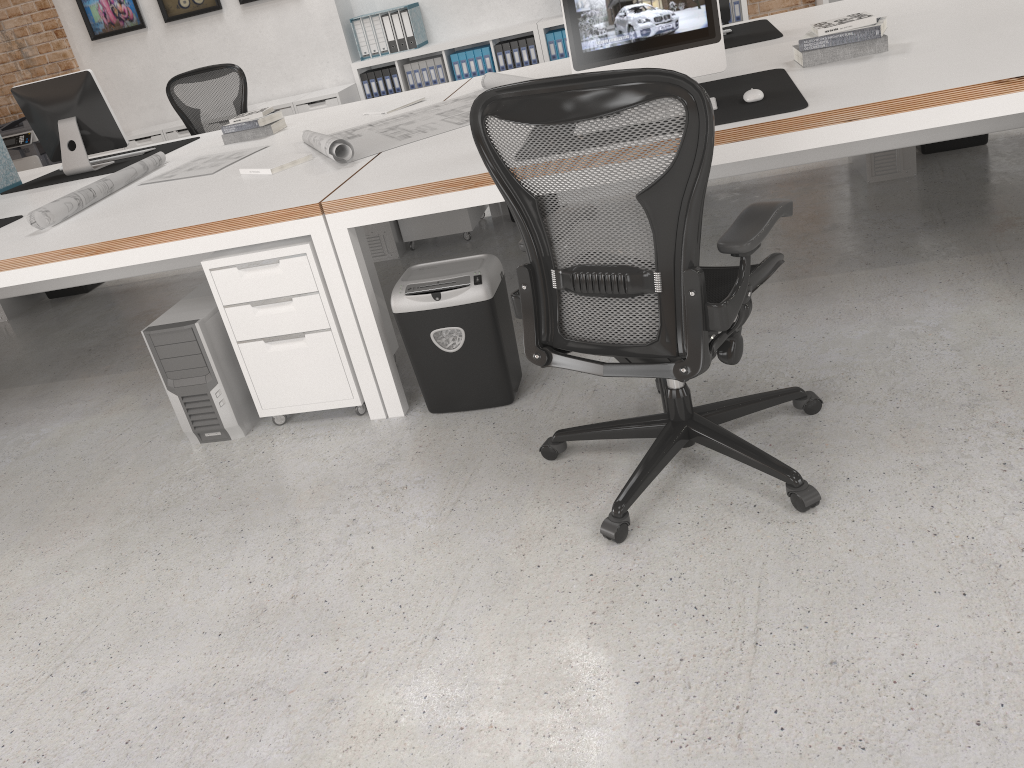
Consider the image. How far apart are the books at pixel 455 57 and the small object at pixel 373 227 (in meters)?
2.74

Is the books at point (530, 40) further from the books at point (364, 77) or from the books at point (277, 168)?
the books at point (277, 168)

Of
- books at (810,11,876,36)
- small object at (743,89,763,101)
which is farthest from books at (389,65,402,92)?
small object at (743,89,763,101)

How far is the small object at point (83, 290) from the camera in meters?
5.5 m

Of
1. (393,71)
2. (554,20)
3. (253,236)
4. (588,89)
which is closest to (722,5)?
(253,236)

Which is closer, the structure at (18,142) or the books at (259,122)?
the books at (259,122)

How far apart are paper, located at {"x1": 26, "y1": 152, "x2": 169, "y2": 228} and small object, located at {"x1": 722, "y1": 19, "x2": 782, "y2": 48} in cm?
263

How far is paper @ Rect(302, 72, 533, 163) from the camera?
3.3m

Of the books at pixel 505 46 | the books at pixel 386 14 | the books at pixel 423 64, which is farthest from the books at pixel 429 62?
the books at pixel 505 46

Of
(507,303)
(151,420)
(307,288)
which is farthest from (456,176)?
(151,420)
